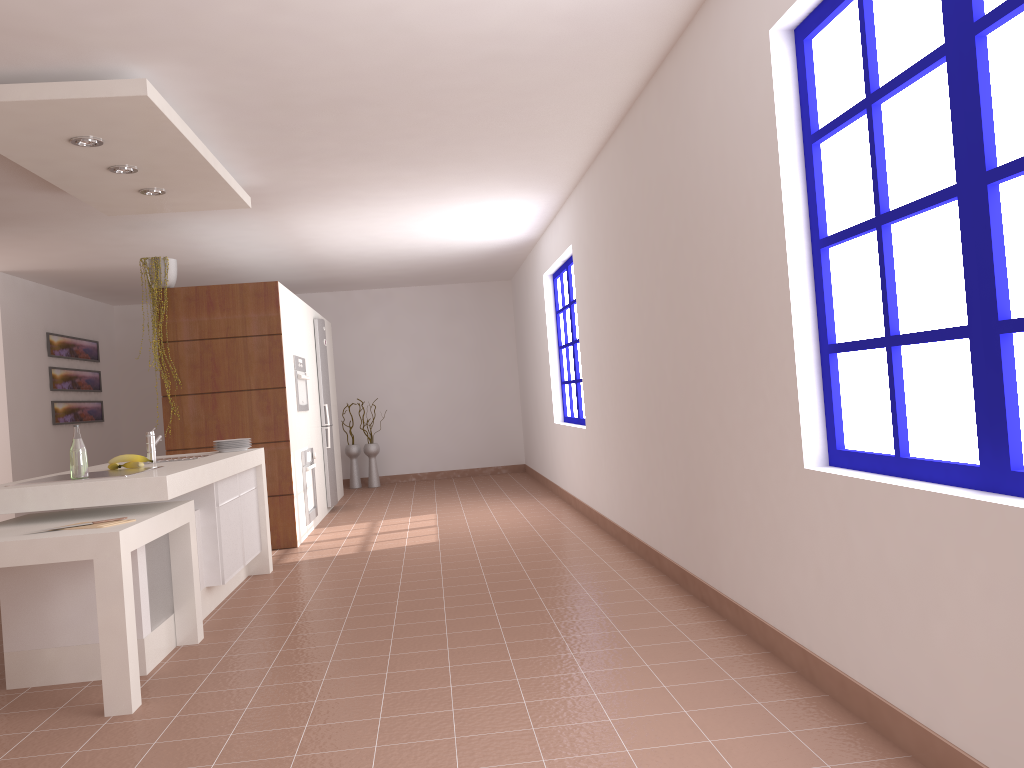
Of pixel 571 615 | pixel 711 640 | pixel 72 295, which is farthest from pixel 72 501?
pixel 72 295

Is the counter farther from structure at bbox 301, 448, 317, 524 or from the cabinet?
structure at bbox 301, 448, 317, 524

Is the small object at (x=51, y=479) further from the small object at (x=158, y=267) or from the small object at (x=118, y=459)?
the small object at (x=158, y=267)

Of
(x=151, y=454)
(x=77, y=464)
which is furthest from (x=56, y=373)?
(x=77, y=464)

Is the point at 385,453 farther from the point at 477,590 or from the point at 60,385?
the point at 477,590

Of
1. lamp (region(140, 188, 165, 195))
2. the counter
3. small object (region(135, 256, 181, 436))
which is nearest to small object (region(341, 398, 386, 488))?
small object (region(135, 256, 181, 436))

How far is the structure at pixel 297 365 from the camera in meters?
7.3 m

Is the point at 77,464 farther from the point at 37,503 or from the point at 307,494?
the point at 307,494

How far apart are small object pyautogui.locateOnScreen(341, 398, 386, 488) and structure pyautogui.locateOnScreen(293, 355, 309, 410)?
3.38m

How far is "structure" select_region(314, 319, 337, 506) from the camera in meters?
8.6
